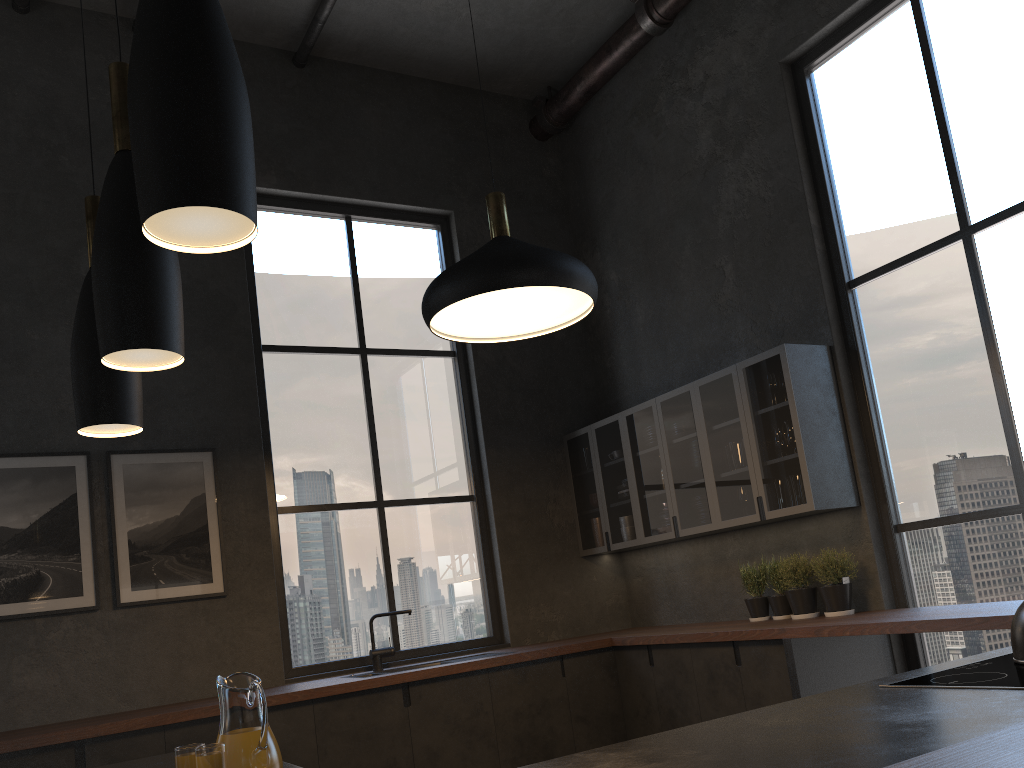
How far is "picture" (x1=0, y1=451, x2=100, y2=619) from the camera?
4.4 meters

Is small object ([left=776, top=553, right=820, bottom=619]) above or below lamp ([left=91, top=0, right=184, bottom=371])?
below

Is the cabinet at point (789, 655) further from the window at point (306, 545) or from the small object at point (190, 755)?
the window at point (306, 545)

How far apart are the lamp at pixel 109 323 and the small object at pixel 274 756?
0.62m

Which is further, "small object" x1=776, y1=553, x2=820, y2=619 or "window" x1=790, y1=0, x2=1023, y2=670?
"small object" x1=776, y1=553, x2=820, y2=619

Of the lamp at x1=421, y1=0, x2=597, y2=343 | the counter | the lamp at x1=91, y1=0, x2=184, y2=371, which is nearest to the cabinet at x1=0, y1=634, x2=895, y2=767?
the counter

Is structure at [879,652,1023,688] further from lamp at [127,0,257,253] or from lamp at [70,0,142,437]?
lamp at [70,0,142,437]

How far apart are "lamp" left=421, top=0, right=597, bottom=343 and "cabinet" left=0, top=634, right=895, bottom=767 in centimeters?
178cm

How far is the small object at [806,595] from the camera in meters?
4.6 m

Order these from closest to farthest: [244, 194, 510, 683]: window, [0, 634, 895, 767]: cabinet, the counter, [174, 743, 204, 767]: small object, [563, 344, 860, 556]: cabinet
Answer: the counter < [174, 743, 204, 767]: small object < [0, 634, 895, 767]: cabinet < [563, 344, 860, 556]: cabinet < [244, 194, 510, 683]: window
